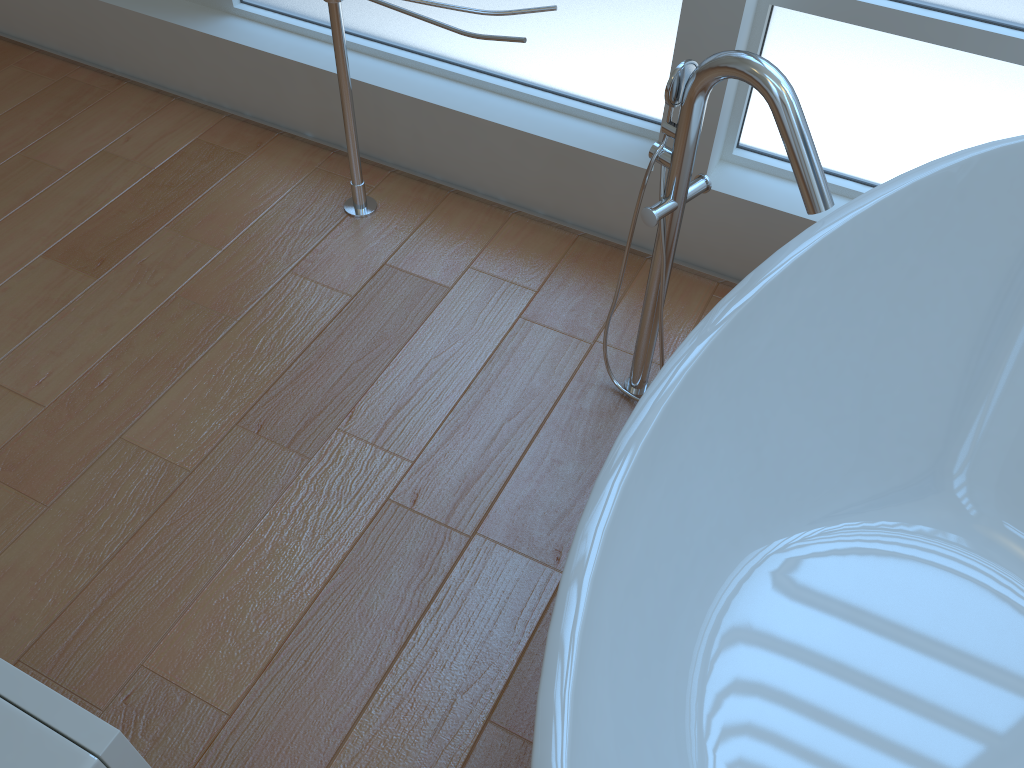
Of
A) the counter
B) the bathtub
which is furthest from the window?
the counter

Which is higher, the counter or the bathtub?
the counter

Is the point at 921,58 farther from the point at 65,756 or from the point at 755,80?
the point at 65,756

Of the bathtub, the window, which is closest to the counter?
the bathtub

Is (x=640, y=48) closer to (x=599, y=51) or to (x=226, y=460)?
(x=599, y=51)

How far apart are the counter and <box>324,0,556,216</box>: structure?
1.6m

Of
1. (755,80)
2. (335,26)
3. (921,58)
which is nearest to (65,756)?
(755,80)

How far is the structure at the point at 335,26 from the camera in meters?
1.9 m

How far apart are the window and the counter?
1.7m

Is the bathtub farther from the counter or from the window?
the counter
